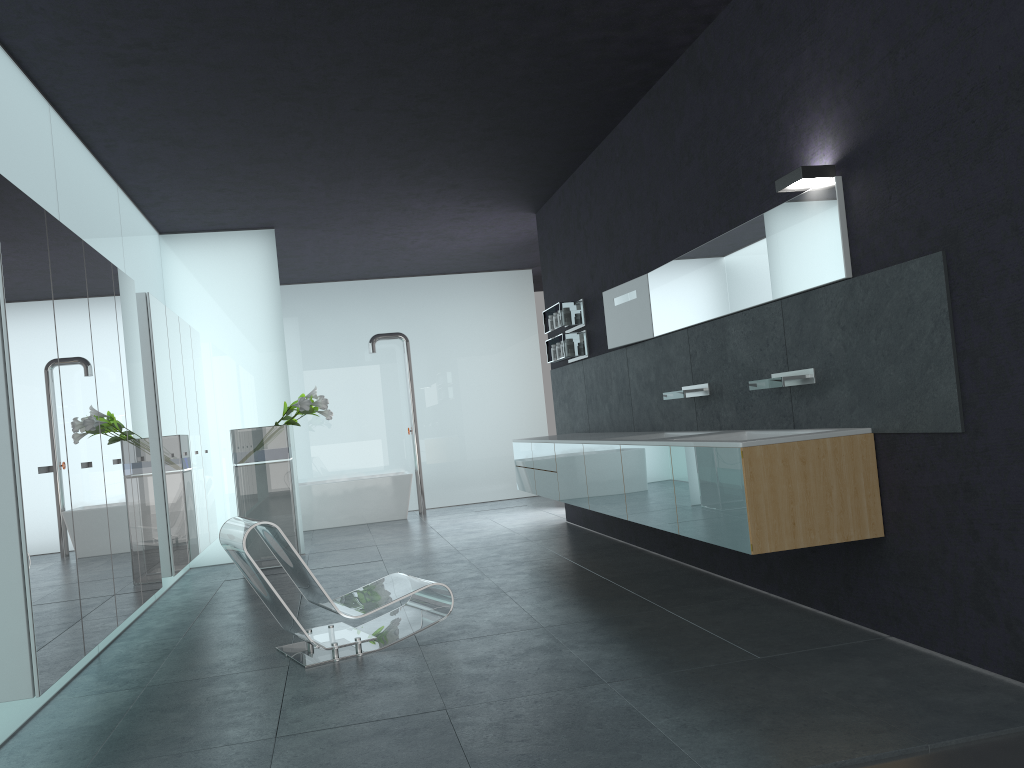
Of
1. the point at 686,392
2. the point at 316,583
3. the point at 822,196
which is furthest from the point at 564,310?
the point at 316,583

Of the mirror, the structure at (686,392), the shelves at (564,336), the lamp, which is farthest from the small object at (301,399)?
the lamp

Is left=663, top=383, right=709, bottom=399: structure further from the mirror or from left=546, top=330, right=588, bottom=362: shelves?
left=546, top=330, right=588, bottom=362: shelves

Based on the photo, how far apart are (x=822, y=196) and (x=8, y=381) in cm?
403

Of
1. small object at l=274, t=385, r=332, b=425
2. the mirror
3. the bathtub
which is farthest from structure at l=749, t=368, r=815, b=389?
the bathtub

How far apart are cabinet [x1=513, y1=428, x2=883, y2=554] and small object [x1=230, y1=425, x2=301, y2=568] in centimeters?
242cm

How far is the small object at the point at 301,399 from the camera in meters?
9.2

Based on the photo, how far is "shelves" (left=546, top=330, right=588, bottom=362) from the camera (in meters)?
9.24

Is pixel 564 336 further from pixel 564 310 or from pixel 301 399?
pixel 301 399

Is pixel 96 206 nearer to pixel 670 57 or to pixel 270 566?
pixel 270 566
